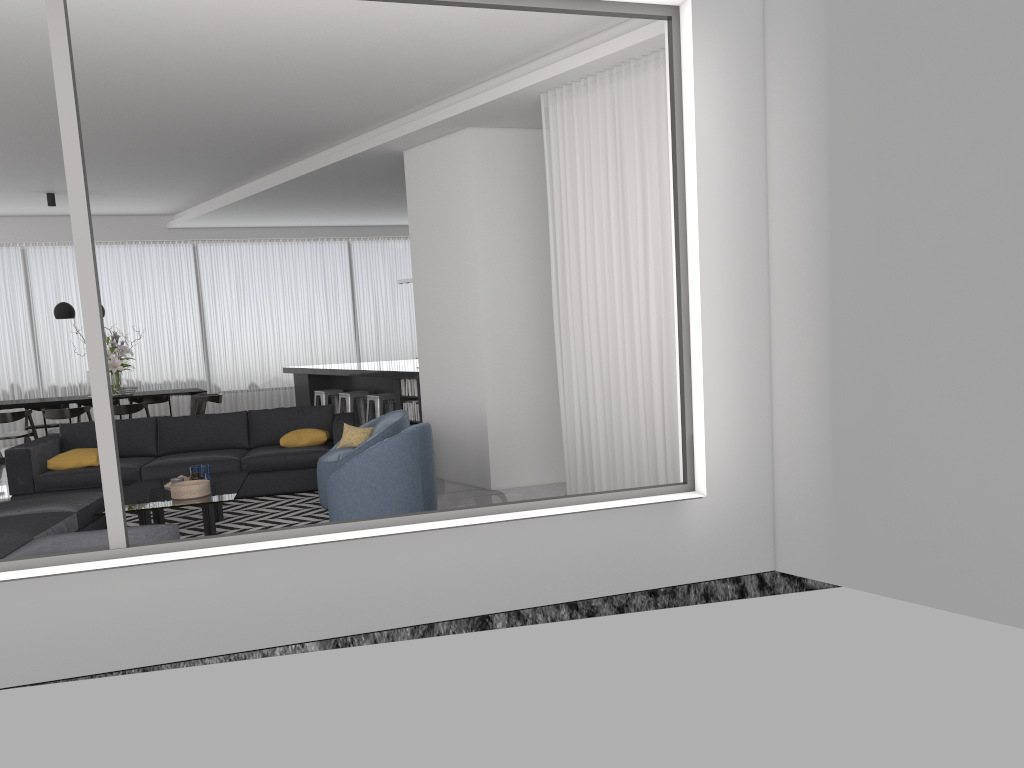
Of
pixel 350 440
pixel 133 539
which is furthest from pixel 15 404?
pixel 133 539

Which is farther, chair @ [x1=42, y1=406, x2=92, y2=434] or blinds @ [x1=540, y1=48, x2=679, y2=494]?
chair @ [x1=42, y1=406, x2=92, y2=434]

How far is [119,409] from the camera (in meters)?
10.79

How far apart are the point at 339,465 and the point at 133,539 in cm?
234

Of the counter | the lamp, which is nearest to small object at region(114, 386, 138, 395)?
the lamp

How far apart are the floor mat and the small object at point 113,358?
4.5 meters

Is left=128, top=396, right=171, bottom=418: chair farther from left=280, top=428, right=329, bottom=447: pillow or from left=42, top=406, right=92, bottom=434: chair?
left=280, top=428, right=329, bottom=447: pillow

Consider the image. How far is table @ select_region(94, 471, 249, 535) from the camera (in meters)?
6.16

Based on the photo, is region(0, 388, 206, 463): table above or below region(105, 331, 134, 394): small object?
below

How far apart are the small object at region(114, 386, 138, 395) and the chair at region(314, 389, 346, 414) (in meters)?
2.38
